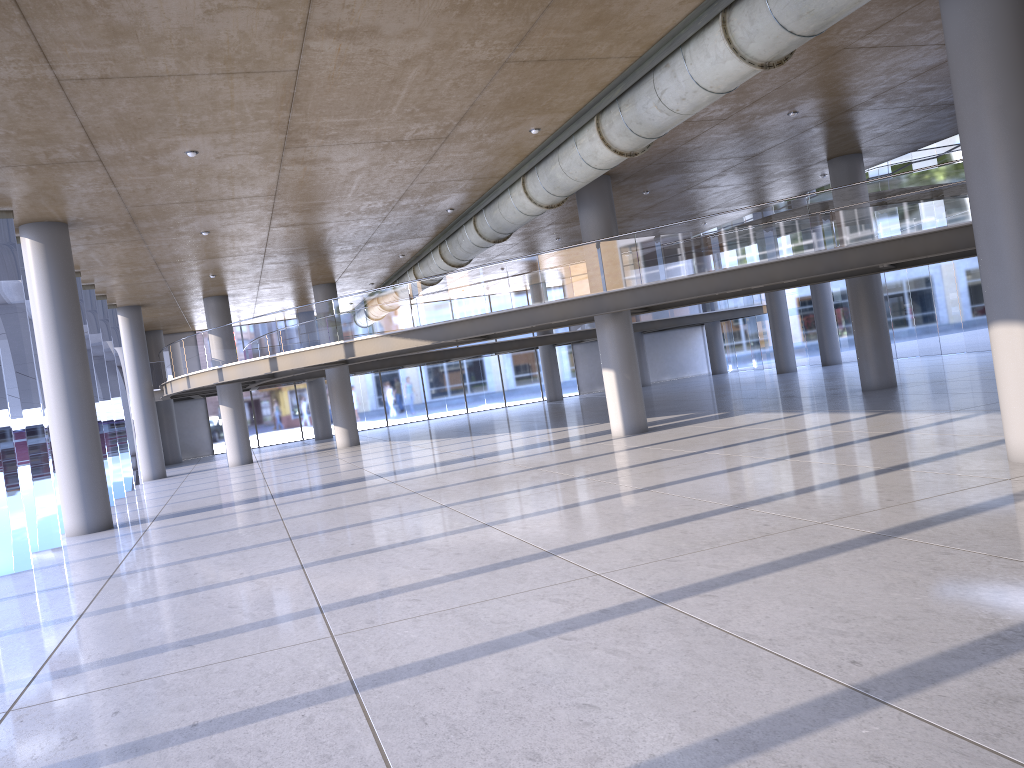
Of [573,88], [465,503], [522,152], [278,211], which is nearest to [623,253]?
[522,152]

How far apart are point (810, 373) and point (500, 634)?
28.68m
